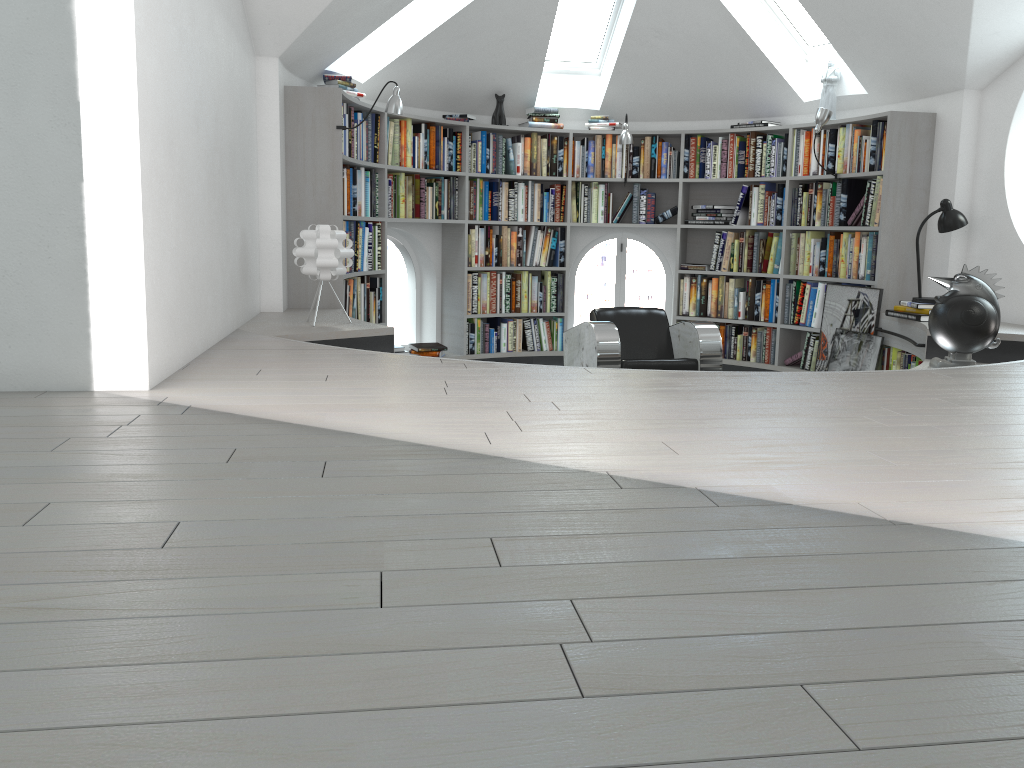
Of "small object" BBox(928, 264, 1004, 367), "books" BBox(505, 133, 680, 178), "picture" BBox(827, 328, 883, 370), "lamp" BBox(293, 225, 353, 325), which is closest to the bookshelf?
"books" BBox(505, 133, 680, 178)

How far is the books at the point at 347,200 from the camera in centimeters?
593cm

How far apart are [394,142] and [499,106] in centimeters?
111cm

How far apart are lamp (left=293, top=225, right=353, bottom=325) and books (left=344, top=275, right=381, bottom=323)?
1.2 meters

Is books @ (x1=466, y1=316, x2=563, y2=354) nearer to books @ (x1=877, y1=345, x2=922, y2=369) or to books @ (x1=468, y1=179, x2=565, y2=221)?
books @ (x1=468, y1=179, x2=565, y2=221)

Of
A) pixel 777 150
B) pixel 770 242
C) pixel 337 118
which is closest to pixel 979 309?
pixel 770 242

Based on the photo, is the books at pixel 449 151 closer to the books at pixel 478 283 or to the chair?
the books at pixel 478 283

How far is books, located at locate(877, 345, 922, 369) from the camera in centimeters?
575cm

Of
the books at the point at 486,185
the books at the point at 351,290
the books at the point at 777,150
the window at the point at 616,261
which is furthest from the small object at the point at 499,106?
the books at the point at 351,290

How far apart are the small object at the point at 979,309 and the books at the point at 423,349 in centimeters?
374cm
